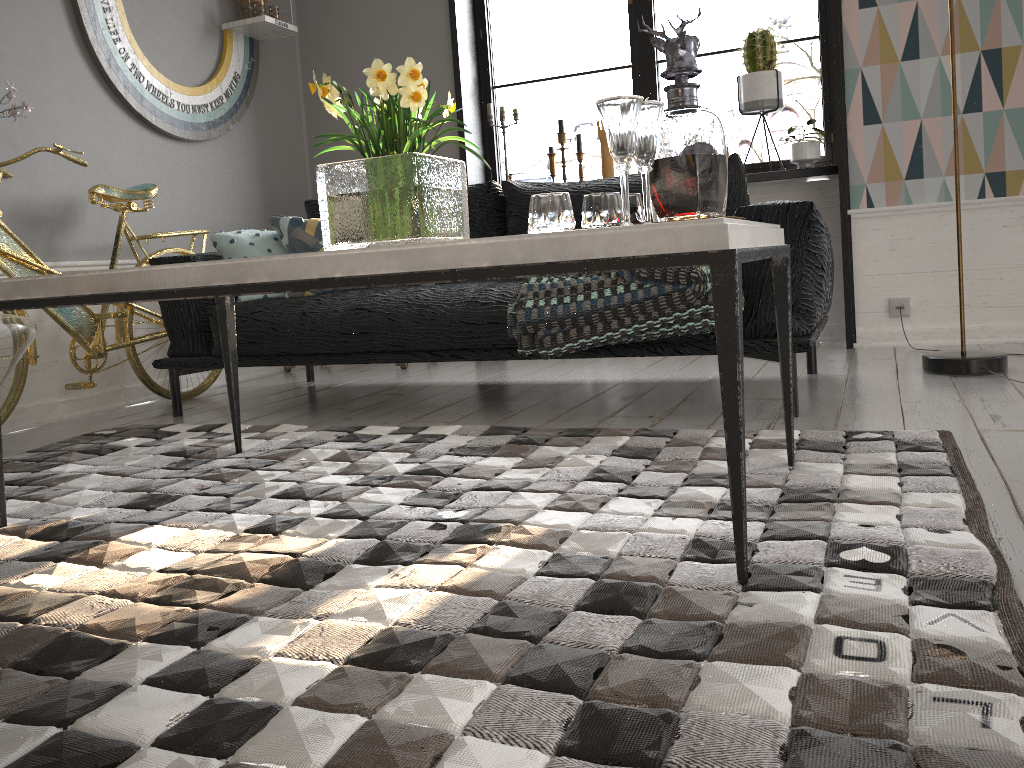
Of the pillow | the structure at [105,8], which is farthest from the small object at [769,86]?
the structure at [105,8]

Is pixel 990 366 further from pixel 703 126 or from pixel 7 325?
pixel 7 325

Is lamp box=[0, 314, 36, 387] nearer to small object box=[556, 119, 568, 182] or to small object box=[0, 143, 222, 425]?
small object box=[0, 143, 222, 425]

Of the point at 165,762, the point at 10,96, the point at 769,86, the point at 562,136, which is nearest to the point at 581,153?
the point at 562,136

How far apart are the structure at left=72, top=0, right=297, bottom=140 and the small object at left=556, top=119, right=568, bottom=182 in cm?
138

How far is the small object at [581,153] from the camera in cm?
432

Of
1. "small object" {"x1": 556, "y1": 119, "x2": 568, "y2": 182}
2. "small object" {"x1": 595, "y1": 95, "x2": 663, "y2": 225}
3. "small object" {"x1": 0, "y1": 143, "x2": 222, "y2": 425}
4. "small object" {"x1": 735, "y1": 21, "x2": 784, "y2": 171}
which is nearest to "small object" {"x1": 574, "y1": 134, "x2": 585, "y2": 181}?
"small object" {"x1": 556, "y1": 119, "x2": 568, "y2": 182}

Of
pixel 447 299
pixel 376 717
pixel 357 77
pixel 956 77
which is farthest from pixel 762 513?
pixel 357 77

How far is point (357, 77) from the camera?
4.6m

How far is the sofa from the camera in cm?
237
